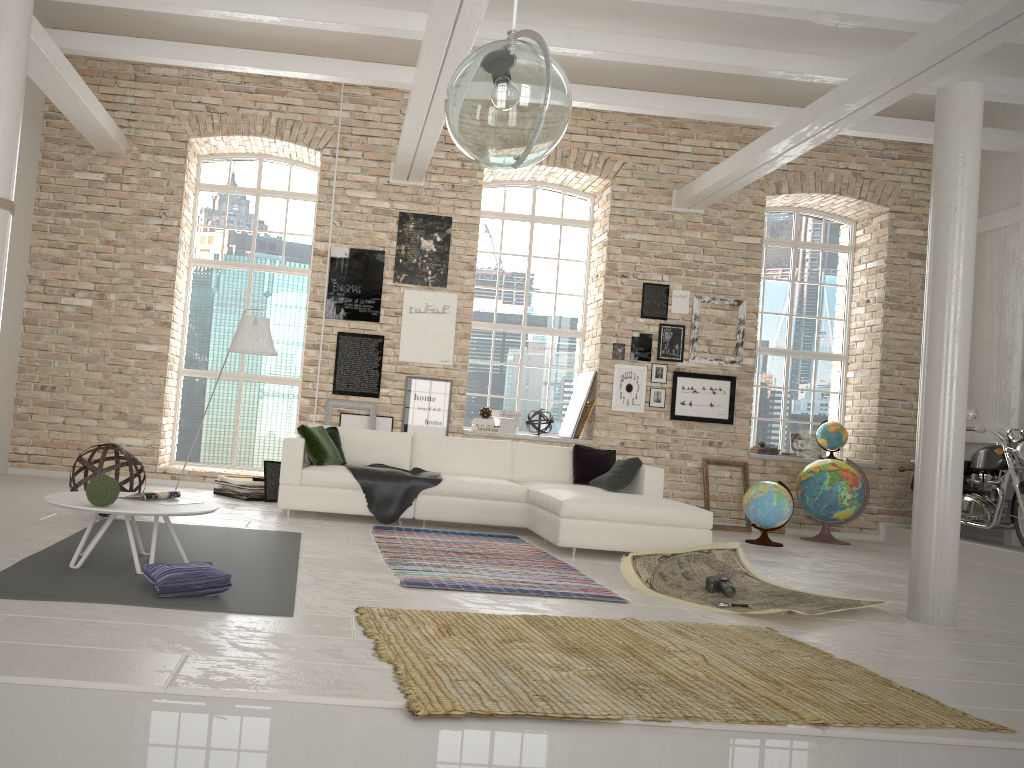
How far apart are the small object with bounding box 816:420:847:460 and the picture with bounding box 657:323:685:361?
1.9m

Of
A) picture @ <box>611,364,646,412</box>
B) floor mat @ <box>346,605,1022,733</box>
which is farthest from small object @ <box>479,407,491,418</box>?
floor mat @ <box>346,605,1022,733</box>

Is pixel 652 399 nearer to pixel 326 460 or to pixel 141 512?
pixel 326 460

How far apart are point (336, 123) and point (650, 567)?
6.2m

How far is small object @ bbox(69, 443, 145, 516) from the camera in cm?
628

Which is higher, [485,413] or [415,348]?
[415,348]

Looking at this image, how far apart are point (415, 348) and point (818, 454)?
5.0 meters

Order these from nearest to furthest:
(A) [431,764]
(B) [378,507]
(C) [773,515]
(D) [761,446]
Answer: (A) [431,764]
(B) [378,507]
(C) [773,515]
(D) [761,446]

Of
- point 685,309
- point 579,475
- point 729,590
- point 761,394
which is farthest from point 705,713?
point 761,394

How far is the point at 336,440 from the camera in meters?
8.1
